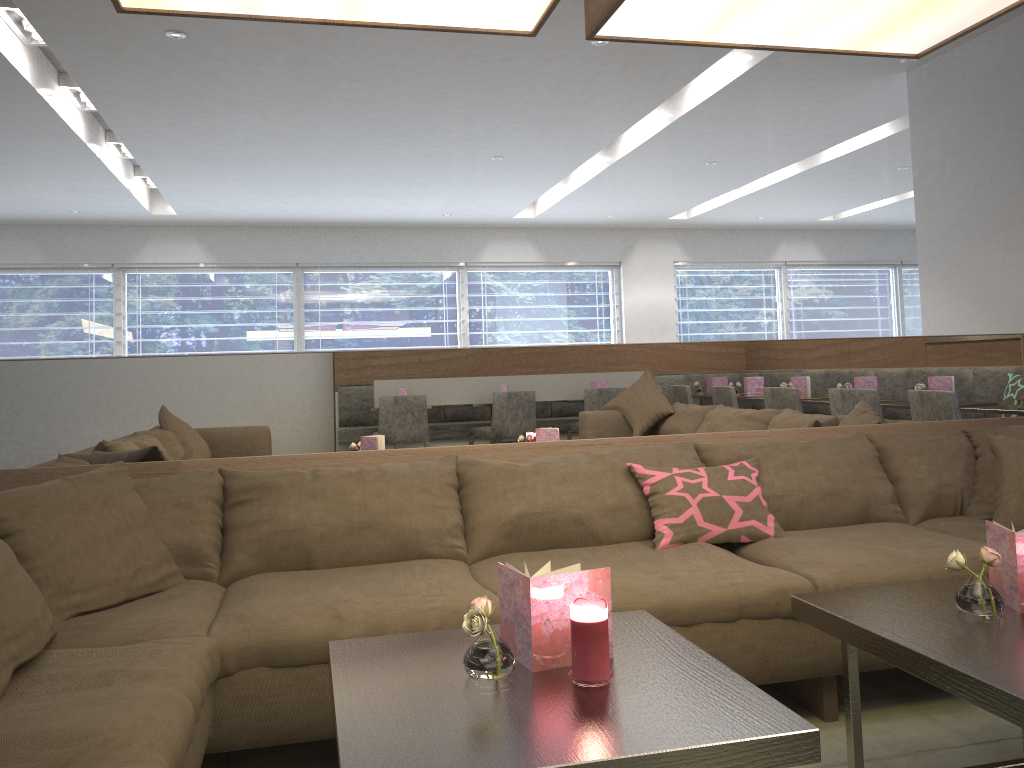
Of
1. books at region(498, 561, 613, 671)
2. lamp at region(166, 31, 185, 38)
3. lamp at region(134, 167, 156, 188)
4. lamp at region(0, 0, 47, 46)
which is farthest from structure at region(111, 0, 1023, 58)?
lamp at region(134, 167, 156, 188)

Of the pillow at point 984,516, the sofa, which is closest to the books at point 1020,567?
the sofa

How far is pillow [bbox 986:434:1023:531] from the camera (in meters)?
2.62

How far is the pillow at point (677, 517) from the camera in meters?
2.6

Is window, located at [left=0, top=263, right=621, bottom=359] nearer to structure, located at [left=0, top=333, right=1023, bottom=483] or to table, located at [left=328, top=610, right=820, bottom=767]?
structure, located at [left=0, top=333, right=1023, bottom=483]

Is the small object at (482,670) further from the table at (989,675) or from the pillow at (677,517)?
the pillow at (677,517)

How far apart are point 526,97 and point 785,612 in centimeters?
358cm

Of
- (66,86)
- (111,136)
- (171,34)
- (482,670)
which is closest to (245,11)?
(482,670)

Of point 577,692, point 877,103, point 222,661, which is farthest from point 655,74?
point 577,692

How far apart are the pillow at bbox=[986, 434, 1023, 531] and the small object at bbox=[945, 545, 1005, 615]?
1.0 meters
